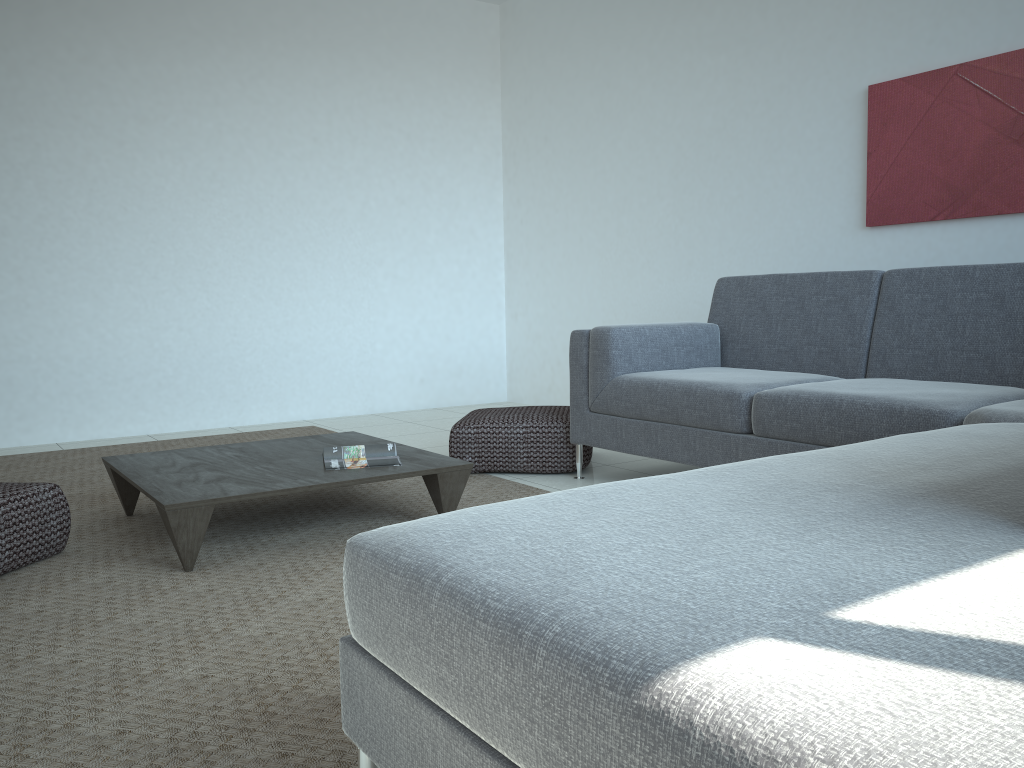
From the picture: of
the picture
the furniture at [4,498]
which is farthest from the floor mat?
the picture

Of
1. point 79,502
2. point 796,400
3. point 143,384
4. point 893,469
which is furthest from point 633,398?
point 143,384

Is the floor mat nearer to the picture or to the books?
the books

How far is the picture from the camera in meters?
3.6 m

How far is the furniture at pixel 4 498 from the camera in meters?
2.6 m

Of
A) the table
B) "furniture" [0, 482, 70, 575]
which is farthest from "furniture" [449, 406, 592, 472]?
"furniture" [0, 482, 70, 575]

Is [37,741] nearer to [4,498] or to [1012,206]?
[4,498]

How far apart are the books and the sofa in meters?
0.9

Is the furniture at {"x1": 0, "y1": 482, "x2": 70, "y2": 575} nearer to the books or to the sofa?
the books

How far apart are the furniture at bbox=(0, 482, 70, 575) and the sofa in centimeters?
176cm
